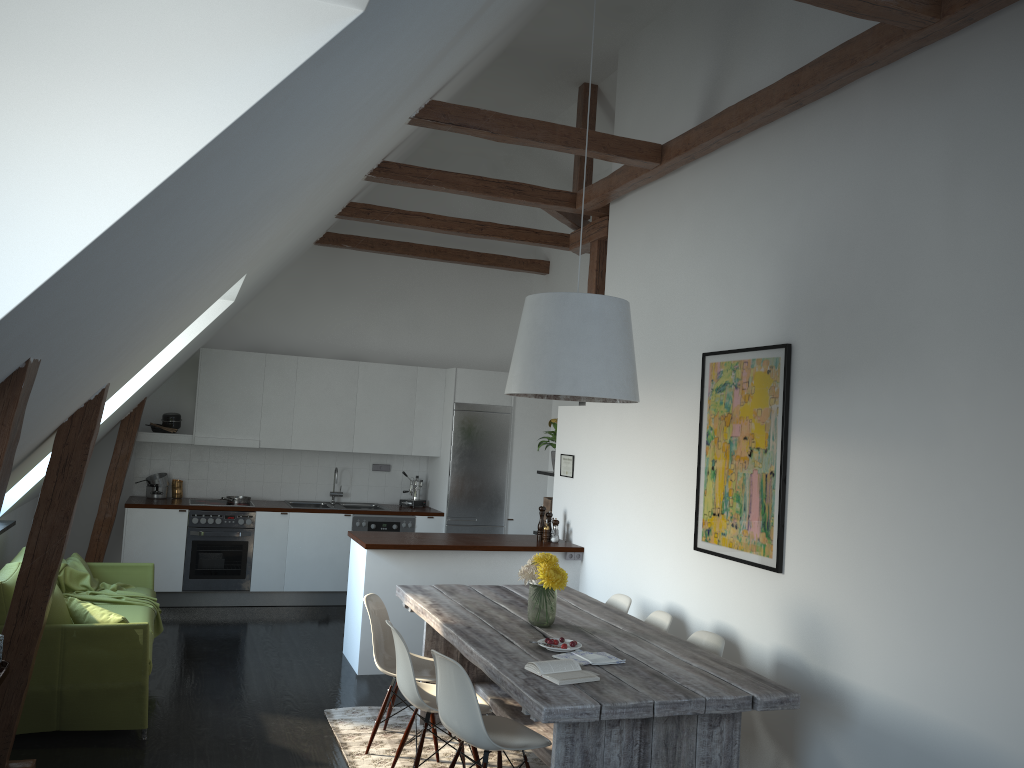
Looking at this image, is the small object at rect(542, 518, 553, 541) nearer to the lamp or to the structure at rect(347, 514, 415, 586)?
the structure at rect(347, 514, 415, 586)

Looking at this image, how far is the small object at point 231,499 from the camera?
8.4m

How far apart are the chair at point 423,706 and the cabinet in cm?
177

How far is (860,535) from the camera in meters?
4.0

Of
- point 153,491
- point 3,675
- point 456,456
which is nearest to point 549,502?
point 456,456

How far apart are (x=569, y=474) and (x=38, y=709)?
4.0m

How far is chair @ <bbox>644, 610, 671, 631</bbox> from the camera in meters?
4.9

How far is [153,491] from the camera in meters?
8.3

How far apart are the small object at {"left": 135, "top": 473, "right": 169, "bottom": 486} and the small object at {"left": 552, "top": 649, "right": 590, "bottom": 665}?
5.71m

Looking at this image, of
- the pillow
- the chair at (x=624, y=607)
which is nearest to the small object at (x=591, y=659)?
the chair at (x=624, y=607)
